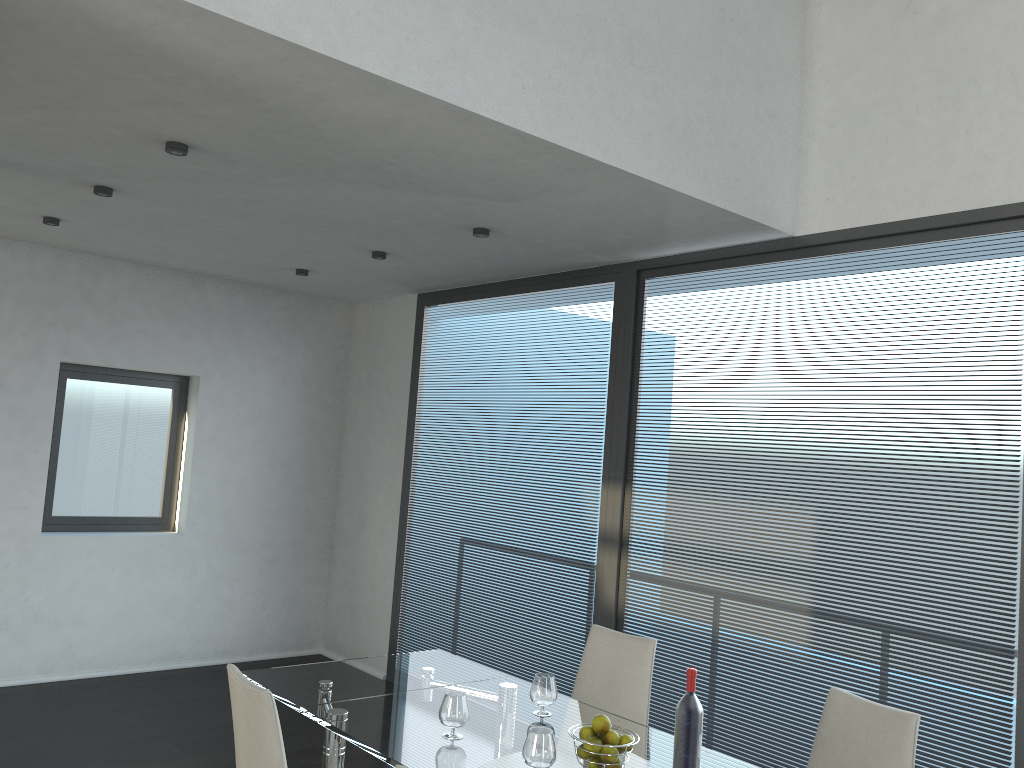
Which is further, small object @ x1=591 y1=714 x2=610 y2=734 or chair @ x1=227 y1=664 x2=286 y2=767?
small object @ x1=591 y1=714 x2=610 y2=734

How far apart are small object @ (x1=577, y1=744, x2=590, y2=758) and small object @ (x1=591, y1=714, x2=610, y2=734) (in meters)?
0.07

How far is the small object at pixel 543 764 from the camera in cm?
243

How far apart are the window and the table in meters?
3.1

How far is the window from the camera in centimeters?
581cm

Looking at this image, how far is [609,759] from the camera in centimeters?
248cm

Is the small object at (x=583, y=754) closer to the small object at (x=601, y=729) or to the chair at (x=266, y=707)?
the small object at (x=601, y=729)

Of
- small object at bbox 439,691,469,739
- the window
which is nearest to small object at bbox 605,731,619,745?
small object at bbox 439,691,469,739

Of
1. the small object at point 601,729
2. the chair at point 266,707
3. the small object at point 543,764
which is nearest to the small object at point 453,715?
the small object at point 543,764

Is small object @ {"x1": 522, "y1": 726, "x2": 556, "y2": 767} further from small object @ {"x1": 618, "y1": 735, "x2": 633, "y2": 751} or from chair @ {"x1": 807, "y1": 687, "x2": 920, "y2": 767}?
chair @ {"x1": 807, "y1": 687, "x2": 920, "y2": 767}
